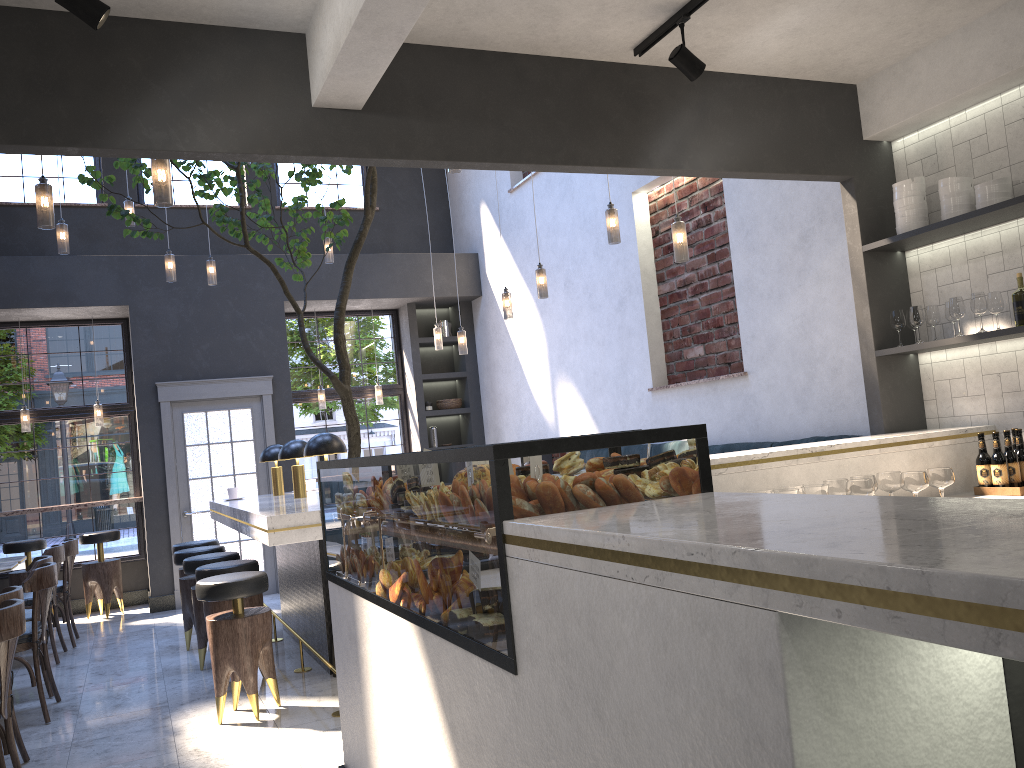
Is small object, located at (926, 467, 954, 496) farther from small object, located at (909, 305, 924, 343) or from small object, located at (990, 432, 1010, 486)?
small object, located at (909, 305, 924, 343)

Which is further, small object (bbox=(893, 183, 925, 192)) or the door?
the door

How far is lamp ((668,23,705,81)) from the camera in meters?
3.6

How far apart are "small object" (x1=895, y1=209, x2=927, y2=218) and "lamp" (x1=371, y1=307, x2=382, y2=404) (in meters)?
6.76

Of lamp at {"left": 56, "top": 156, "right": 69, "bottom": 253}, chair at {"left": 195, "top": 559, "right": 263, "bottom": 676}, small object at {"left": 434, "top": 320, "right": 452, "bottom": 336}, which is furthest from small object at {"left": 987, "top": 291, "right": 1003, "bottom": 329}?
small object at {"left": 434, "top": 320, "right": 452, "bottom": 336}

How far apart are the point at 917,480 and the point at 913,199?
1.5 meters

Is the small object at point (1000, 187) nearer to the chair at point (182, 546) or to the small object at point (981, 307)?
the small object at point (981, 307)

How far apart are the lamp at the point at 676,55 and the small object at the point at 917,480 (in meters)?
1.88

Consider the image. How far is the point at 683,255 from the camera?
4.9m

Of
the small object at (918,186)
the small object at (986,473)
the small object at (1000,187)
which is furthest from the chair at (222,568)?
the small object at (1000,187)
